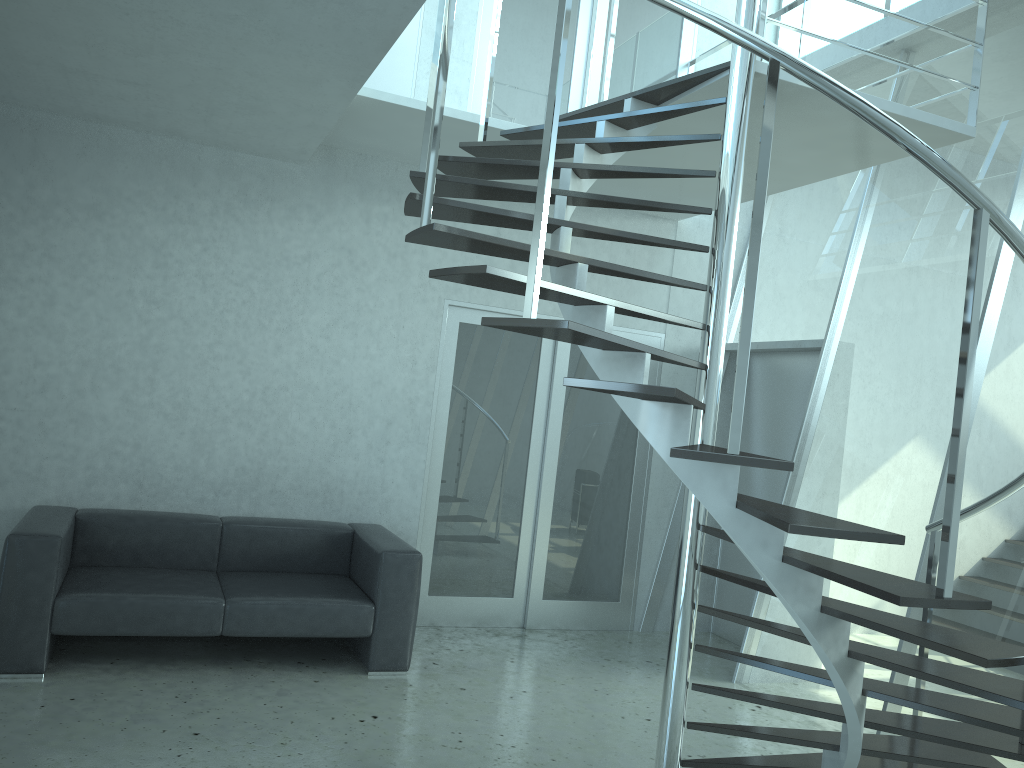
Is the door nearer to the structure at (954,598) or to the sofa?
the sofa

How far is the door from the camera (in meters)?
5.84

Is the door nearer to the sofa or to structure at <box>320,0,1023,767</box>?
the sofa

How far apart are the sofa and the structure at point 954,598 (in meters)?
1.67

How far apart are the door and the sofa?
0.6 meters

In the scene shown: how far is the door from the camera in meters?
5.8 m

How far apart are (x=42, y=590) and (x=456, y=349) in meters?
2.8 m

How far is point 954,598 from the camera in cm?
236

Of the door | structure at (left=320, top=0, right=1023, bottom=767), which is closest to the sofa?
the door

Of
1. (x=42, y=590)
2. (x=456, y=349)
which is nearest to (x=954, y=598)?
(x=42, y=590)
